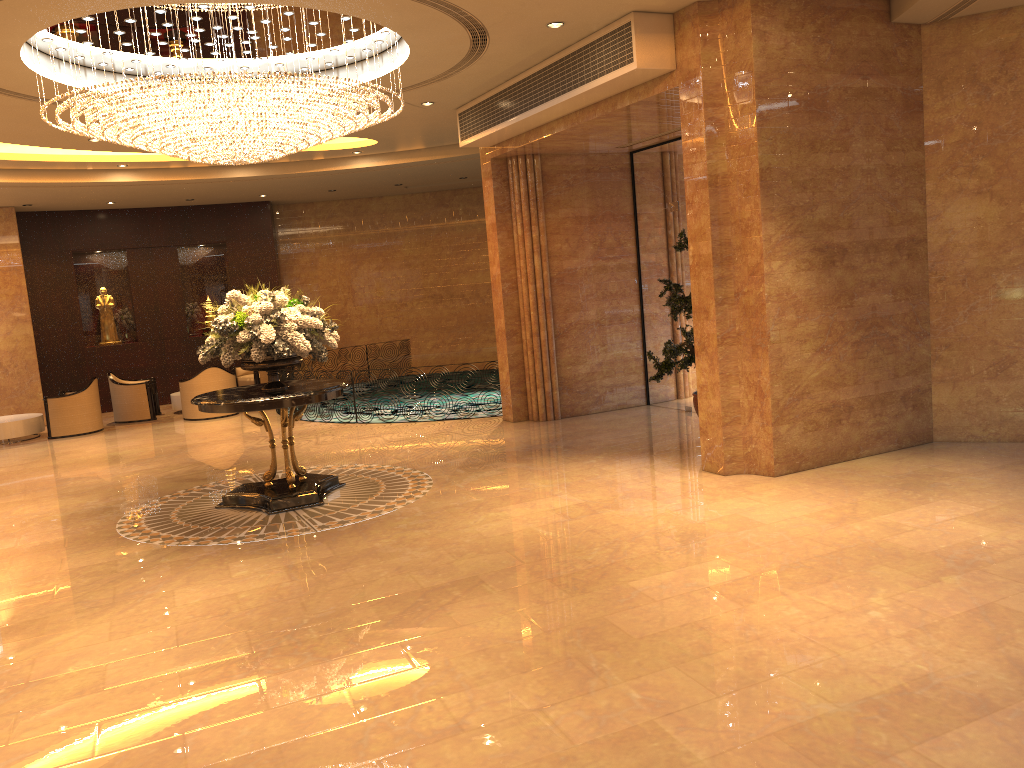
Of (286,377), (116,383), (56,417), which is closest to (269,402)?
(286,377)

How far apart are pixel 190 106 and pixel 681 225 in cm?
637

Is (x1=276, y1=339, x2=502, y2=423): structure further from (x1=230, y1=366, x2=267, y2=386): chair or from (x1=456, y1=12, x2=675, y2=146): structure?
(x1=456, y1=12, x2=675, y2=146): structure

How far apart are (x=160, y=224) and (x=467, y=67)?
10.9 meters

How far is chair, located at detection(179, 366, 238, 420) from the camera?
15.1m

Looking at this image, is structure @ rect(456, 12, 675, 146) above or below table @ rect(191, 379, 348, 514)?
above

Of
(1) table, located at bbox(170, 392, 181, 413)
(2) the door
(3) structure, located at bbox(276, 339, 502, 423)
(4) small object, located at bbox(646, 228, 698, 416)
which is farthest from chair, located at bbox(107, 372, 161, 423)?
(4) small object, located at bbox(646, 228, 698, 416)

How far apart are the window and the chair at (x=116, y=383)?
8.9 meters

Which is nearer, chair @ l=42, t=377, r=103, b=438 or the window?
the window

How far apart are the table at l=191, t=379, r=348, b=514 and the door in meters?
5.0 m
